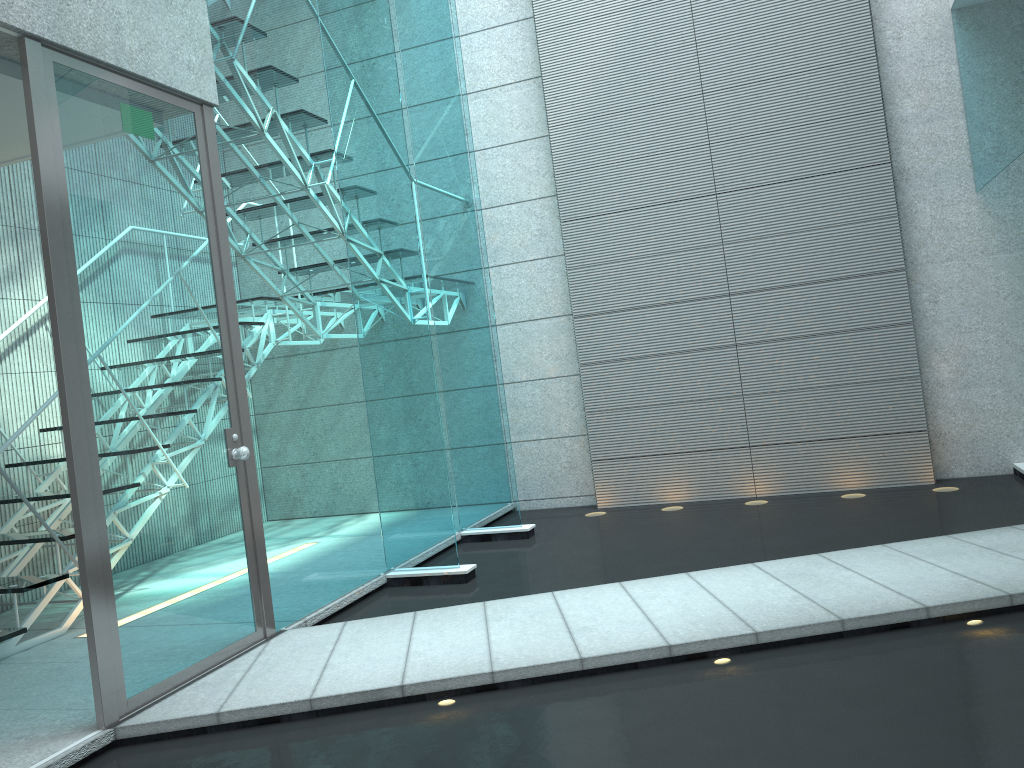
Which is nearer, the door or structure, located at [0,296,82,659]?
the door

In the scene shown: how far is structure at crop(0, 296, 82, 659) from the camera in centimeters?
360cm

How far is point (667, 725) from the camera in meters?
2.3 m

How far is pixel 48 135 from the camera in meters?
2.6

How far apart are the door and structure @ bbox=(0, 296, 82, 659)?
1.0 meters

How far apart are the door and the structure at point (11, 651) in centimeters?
100cm

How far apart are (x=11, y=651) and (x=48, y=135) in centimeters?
217cm

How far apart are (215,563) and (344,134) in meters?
2.2
